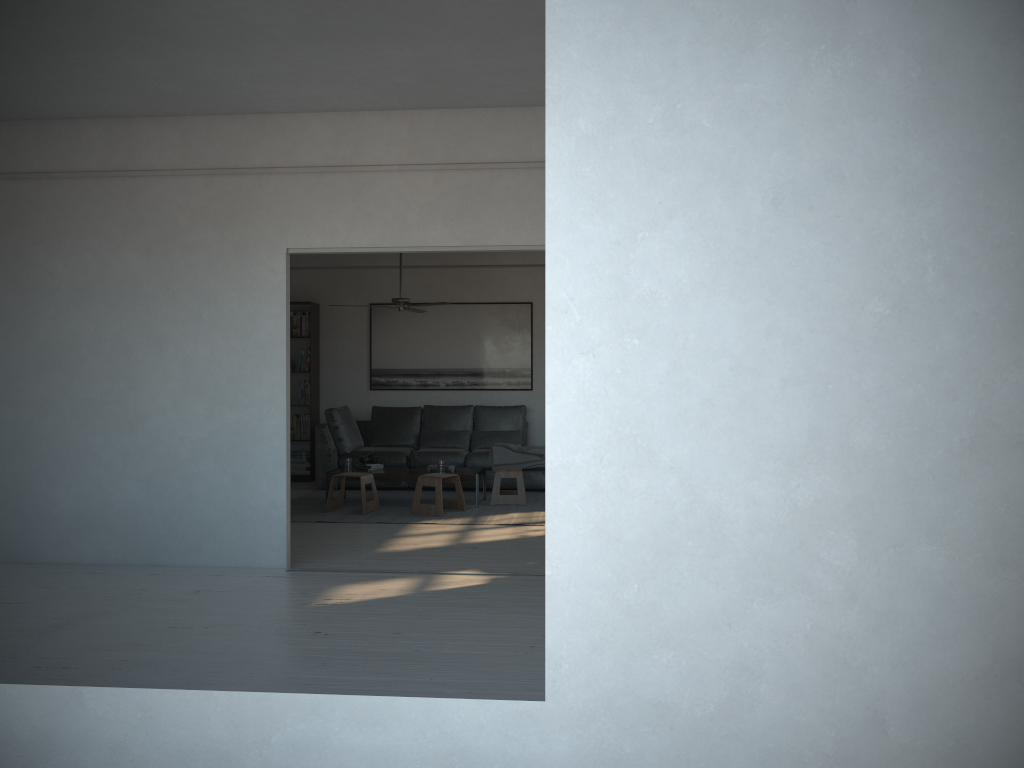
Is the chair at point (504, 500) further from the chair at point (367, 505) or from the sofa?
the chair at point (367, 505)

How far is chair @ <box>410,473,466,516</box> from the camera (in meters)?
7.74

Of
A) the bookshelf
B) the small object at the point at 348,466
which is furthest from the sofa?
the small object at the point at 348,466

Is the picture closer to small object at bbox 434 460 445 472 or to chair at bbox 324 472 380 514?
small object at bbox 434 460 445 472

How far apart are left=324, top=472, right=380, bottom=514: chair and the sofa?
1.29m

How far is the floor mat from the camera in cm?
758

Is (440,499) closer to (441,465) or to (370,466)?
(441,465)

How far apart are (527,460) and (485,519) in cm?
175

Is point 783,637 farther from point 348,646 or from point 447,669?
point 348,646

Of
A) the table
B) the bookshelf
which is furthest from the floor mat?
the bookshelf
